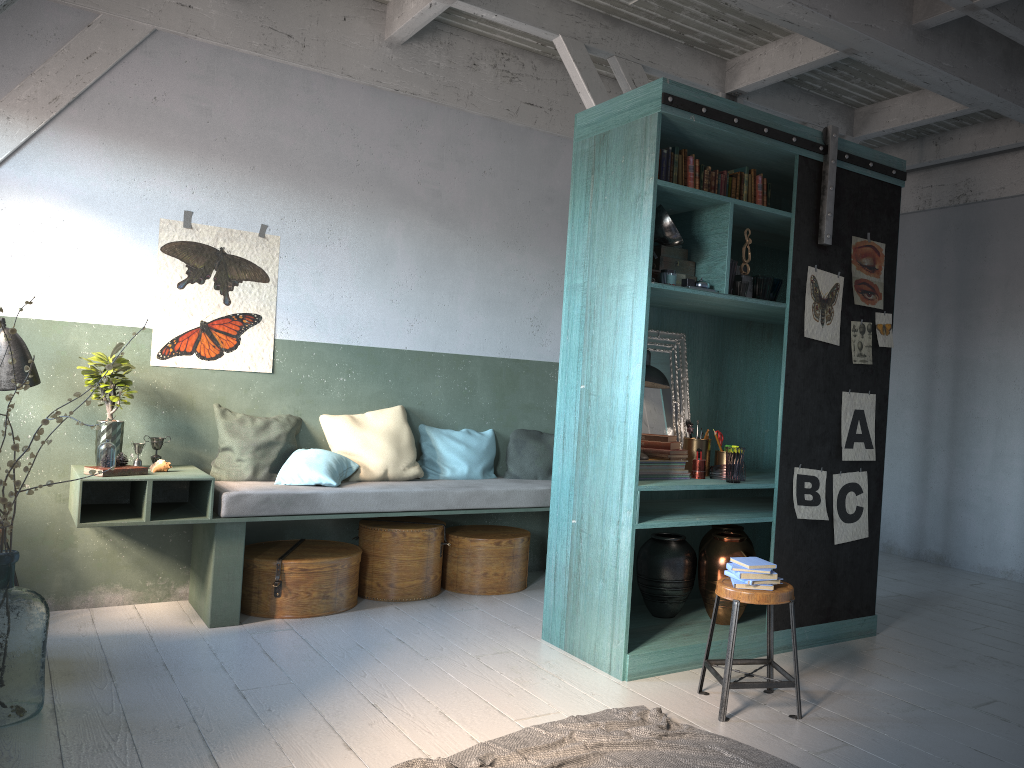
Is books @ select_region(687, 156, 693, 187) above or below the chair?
above

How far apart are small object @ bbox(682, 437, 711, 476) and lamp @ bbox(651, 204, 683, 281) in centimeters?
133cm

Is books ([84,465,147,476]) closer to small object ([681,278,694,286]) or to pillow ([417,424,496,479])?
pillow ([417,424,496,479])

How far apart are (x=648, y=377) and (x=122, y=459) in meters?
3.4 m

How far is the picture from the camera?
5.47m

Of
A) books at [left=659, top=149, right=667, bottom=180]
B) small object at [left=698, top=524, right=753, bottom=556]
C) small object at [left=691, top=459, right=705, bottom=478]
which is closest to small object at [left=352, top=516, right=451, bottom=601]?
small object at [left=698, top=524, right=753, bottom=556]

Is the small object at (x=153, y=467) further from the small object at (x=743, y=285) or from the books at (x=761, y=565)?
the small object at (x=743, y=285)

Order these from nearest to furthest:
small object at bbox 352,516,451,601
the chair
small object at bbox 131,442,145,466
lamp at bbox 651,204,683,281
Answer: the chair < lamp at bbox 651,204,683,281 < small object at bbox 131,442,145,466 < small object at bbox 352,516,451,601

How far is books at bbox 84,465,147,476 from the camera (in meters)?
5.49

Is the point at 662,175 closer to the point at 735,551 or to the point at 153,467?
the point at 735,551
